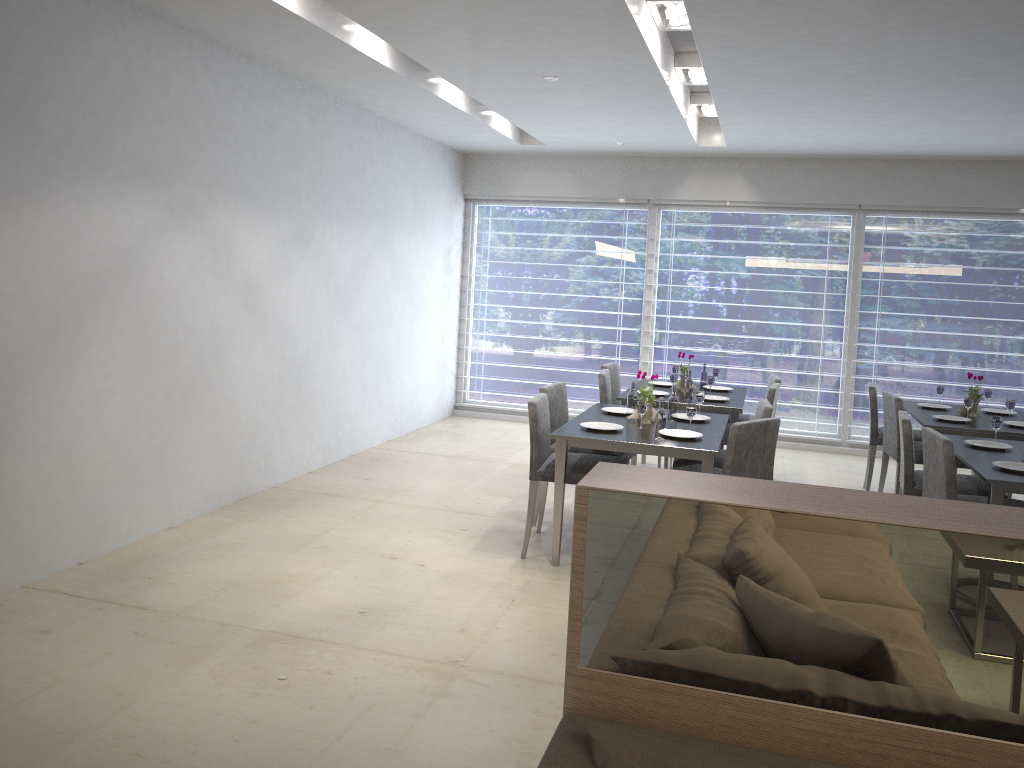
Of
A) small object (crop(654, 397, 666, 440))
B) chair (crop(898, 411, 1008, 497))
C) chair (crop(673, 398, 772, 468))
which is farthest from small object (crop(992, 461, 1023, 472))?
small object (crop(654, 397, 666, 440))

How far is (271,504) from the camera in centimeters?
509cm

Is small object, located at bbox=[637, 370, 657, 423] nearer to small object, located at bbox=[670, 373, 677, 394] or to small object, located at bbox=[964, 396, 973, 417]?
small object, located at bbox=[670, 373, 677, 394]

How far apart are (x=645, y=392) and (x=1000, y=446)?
1.8m

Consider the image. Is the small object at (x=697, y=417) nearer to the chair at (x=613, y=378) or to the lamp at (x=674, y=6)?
the chair at (x=613, y=378)

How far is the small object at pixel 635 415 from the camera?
4.71m

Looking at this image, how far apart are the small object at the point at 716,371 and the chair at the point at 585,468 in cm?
211

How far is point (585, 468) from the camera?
4.3m

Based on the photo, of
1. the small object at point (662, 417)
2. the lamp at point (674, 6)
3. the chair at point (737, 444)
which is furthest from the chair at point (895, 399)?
the lamp at point (674, 6)

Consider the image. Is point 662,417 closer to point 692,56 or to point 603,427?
point 603,427
